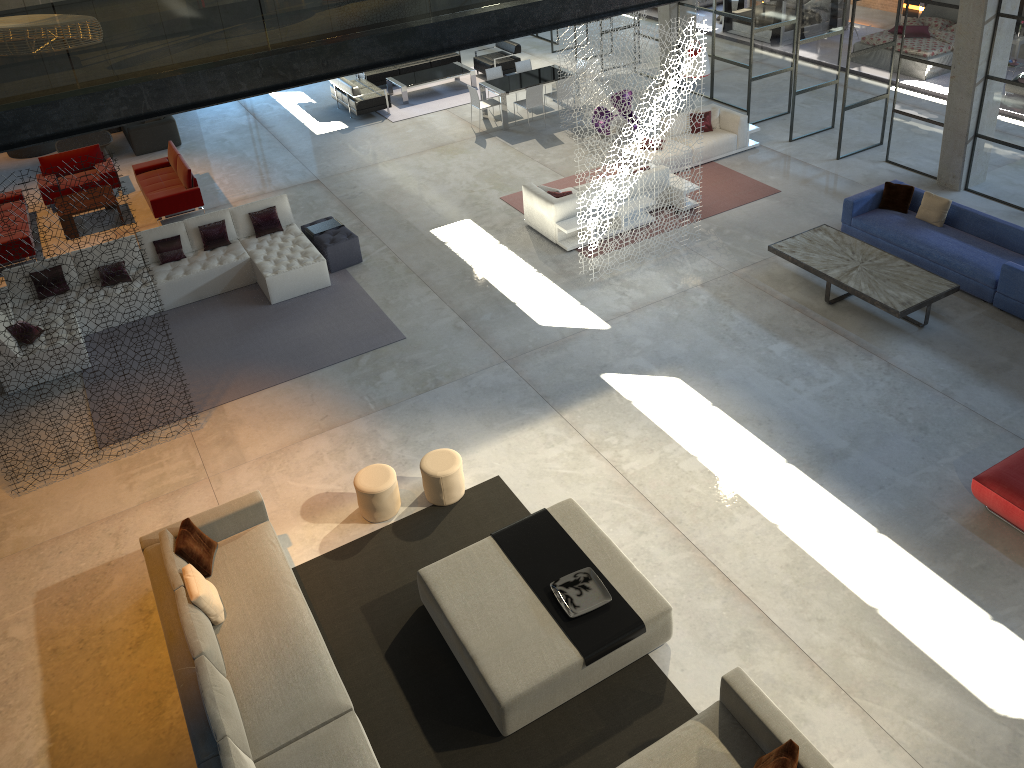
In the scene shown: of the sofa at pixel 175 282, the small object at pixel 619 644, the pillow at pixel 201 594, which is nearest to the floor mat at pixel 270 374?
the sofa at pixel 175 282

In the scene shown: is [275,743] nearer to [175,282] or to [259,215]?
[175,282]

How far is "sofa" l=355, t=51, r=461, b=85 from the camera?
19.22m

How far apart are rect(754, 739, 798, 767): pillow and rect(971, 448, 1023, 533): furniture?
3.4m

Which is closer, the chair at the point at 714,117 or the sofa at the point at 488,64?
the chair at the point at 714,117

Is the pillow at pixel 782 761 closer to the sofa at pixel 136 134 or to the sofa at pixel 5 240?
the sofa at pixel 5 240

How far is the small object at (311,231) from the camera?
12.62m

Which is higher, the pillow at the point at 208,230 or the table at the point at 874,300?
the pillow at the point at 208,230

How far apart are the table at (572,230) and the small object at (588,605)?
6.17m

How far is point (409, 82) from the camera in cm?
1851
